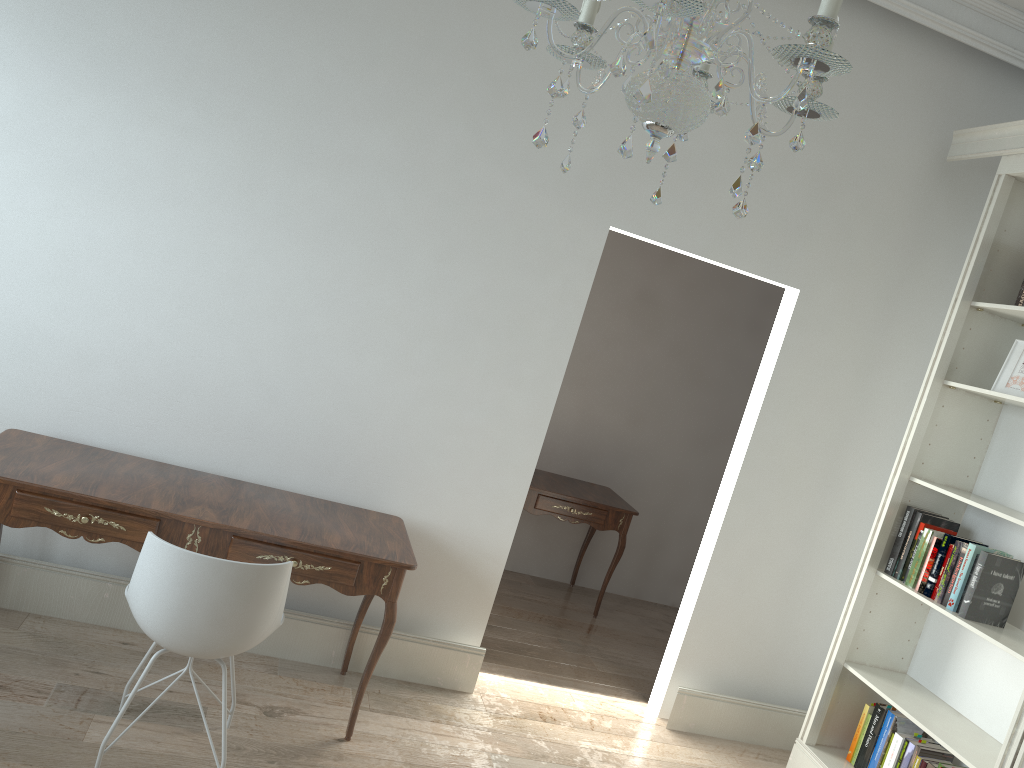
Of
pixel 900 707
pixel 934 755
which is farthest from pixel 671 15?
pixel 934 755

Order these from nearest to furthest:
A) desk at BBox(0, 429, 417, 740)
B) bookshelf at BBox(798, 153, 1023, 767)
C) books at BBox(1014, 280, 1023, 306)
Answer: desk at BBox(0, 429, 417, 740) → bookshelf at BBox(798, 153, 1023, 767) → books at BBox(1014, 280, 1023, 306)

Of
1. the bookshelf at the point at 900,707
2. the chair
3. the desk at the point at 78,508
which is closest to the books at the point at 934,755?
the bookshelf at the point at 900,707

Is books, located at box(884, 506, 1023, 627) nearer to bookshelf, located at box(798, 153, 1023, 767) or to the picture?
bookshelf, located at box(798, 153, 1023, 767)

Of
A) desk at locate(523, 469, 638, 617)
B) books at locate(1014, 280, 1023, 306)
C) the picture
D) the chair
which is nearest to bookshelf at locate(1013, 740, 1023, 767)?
the picture

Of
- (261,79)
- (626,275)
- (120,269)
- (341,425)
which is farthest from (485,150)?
(626,275)

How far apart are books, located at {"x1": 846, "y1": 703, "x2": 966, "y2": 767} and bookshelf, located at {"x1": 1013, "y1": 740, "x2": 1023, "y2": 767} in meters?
0.5 m

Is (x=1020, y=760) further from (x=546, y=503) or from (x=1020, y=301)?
(x=546, y=503)

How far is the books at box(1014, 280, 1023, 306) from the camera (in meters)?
3.44

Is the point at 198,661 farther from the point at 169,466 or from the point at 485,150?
the point at 485,150
